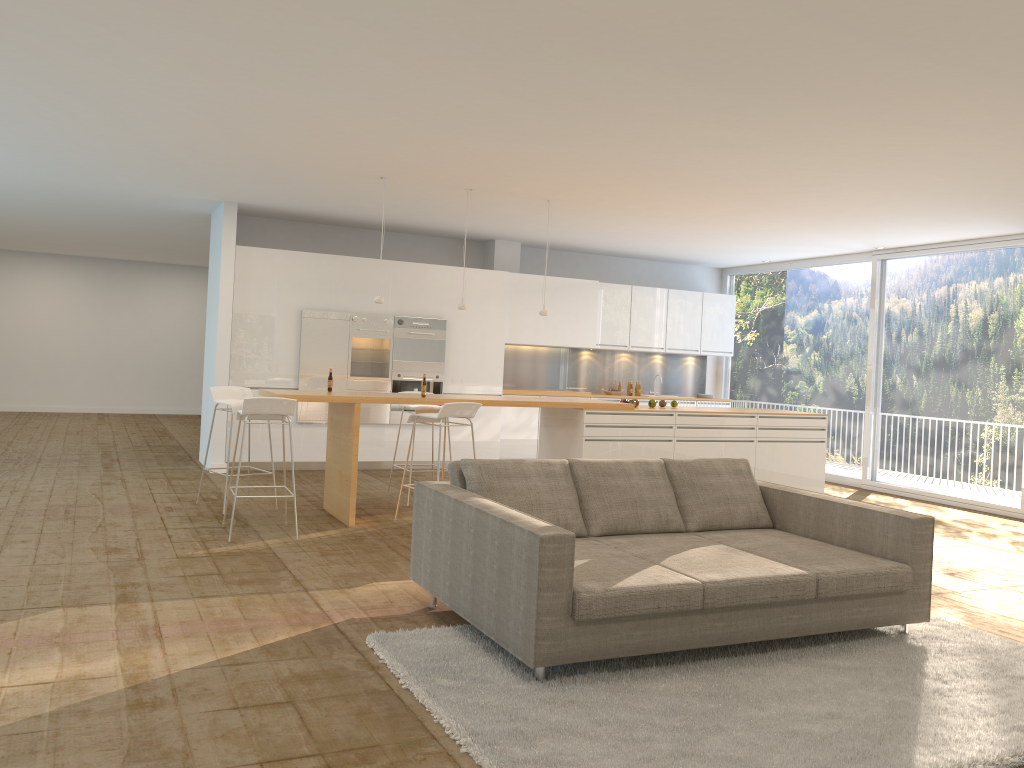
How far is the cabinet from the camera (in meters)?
10.08

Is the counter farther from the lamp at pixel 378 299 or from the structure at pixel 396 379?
the structure at pixel 396 379

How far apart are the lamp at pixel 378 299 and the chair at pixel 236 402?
1.4m

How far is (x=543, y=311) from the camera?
8.7m

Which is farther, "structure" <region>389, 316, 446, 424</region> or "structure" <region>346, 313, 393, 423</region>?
"structure" <region>389, 316, 446, 424</region>

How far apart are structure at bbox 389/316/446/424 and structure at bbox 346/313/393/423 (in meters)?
0.07

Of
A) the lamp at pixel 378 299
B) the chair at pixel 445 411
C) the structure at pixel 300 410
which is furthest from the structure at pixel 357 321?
the chair at pixel 445 411

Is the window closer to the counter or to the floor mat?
the counter

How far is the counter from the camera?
7.3m

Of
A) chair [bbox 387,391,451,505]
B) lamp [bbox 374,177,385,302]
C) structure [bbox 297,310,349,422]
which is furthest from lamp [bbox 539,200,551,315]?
structure [bbox 297,310,349,422]
